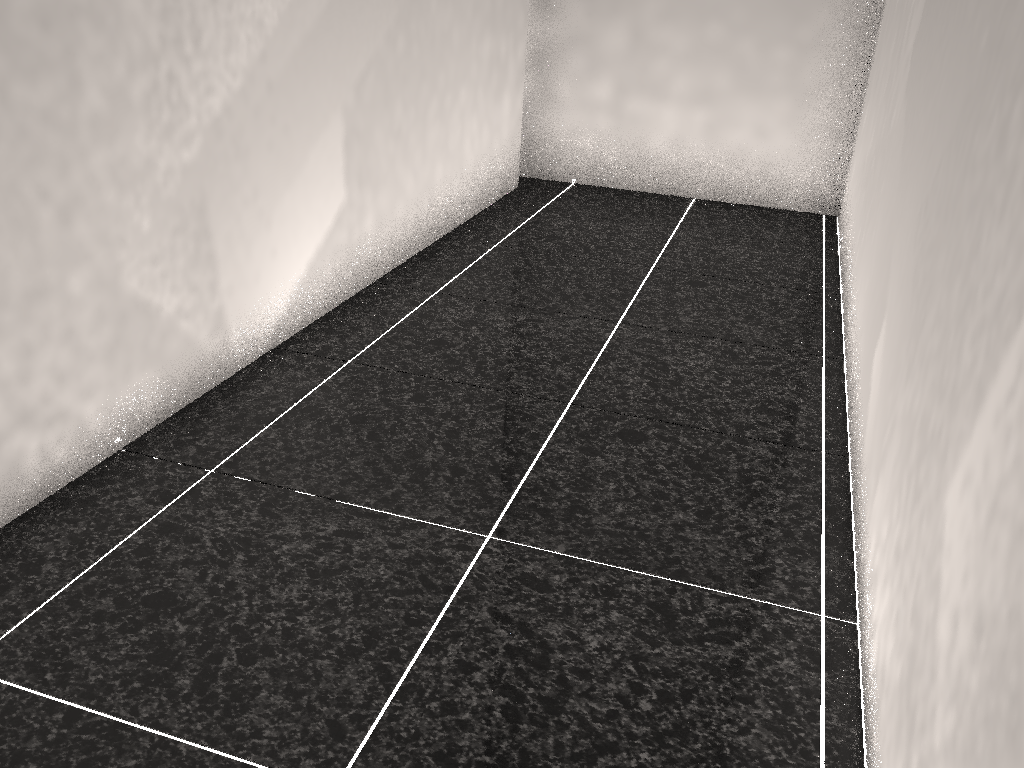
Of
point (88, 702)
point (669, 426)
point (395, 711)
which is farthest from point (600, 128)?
point (88, 702)

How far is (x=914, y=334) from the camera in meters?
1.5 m
